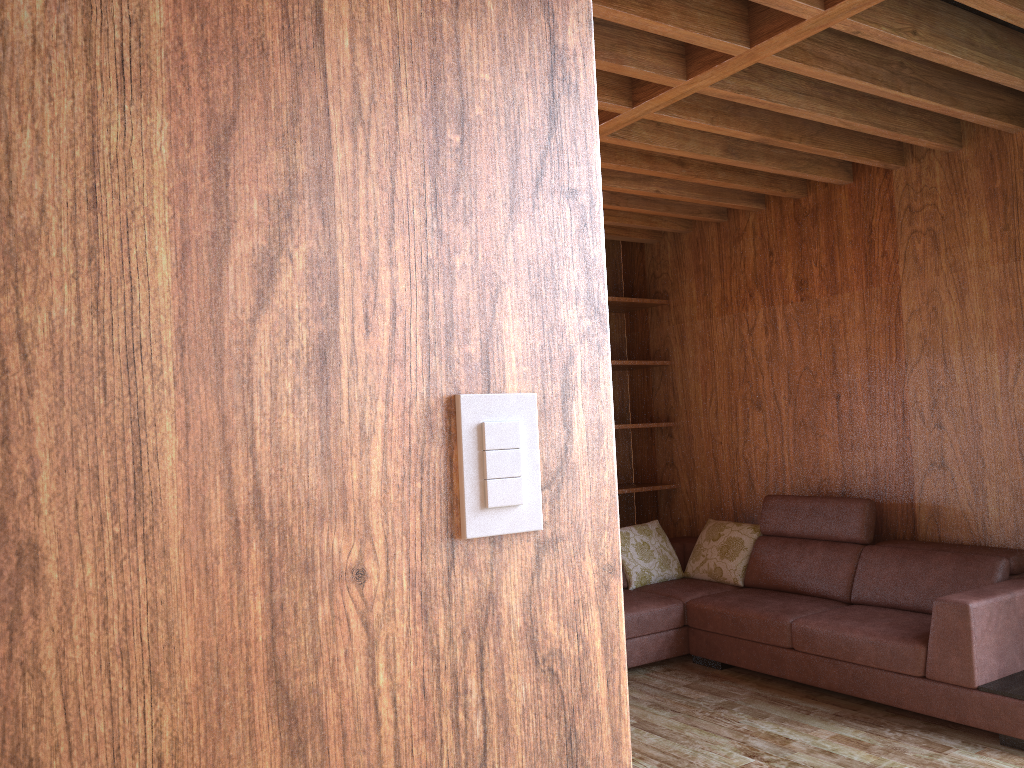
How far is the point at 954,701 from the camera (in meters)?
3.11

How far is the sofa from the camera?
3.11m

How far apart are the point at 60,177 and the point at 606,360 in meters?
0.5

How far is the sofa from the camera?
3.11m
